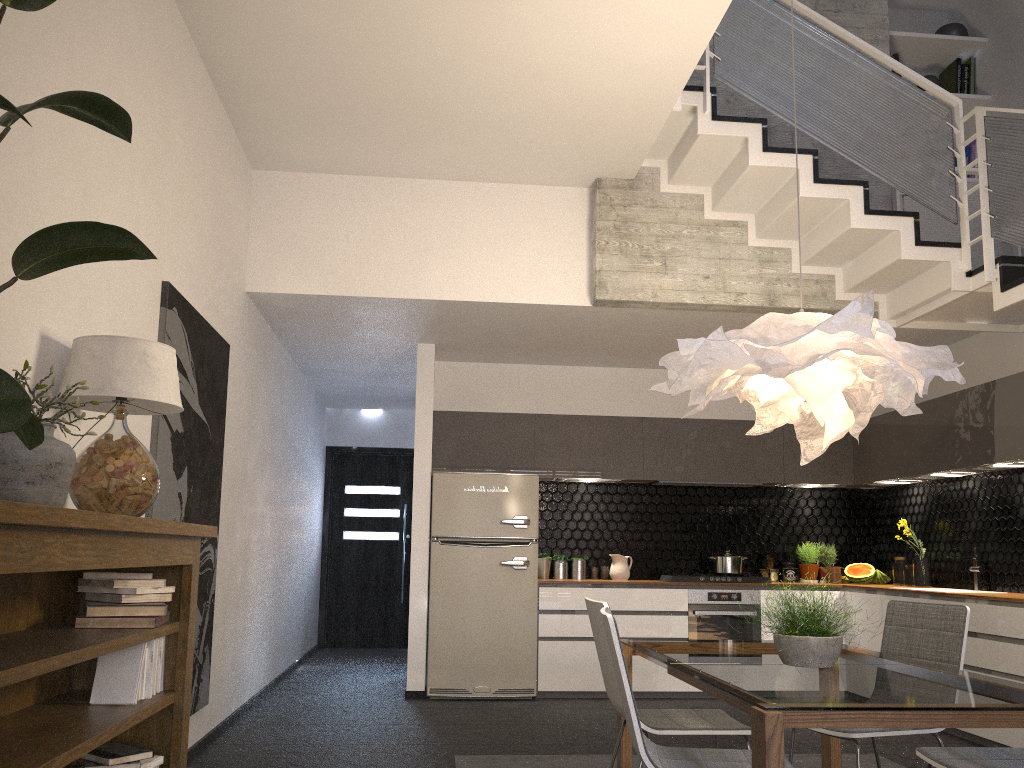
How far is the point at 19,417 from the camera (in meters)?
1.15

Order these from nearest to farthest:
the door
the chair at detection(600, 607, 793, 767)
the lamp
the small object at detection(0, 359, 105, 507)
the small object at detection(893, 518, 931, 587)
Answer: the small object at detection(0, 359, 105, 507) → the chair at detection(600, 607, 793, 767) → the lamp → the small object at detection(893, 518, 931, 587) → the door

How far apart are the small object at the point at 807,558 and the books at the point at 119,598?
5.9 meters

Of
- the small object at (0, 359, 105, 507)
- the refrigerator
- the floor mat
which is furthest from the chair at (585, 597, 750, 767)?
the refrigerator

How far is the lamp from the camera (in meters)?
2.94

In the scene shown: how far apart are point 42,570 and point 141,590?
1.0 meters

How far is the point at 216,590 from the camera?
5.1 meters

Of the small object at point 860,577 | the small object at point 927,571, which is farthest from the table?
the small object at point 860,577

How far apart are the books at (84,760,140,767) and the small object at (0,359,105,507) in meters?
0.9

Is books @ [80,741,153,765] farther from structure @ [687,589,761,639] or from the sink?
the sink
